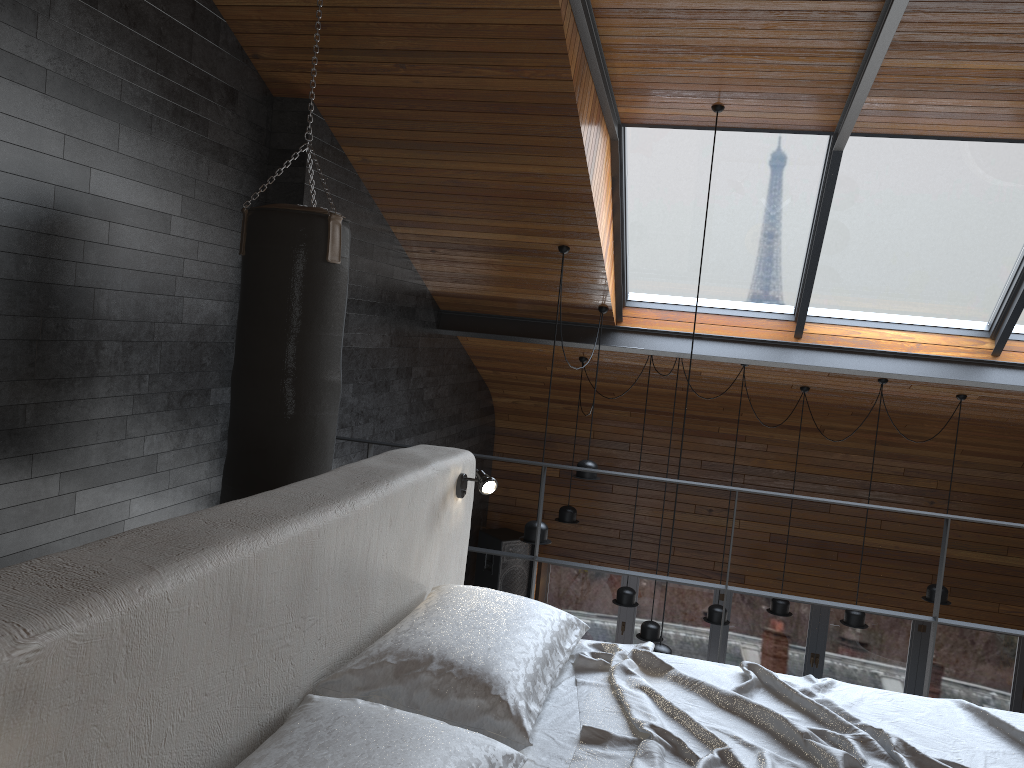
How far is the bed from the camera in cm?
200

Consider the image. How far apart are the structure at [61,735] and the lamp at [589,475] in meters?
3.3

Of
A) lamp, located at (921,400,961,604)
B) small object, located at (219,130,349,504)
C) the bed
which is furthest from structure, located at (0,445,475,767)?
lamp, located at (921,400,961,604)

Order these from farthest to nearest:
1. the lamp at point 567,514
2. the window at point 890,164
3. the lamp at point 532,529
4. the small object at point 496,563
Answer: the small object at point 496,563 < the lamp at point 567,514 < the lamp at point 532,529 < the window at point 890,164

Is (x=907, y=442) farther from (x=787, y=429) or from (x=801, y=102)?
(x=801, y=102)

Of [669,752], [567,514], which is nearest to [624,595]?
[567,514]

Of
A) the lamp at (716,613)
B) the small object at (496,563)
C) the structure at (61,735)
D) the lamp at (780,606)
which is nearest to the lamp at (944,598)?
the lamp at (780,606)

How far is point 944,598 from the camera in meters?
6.8 m

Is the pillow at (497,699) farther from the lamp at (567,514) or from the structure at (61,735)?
the lamp at (567,514)

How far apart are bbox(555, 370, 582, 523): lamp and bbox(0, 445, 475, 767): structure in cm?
436
